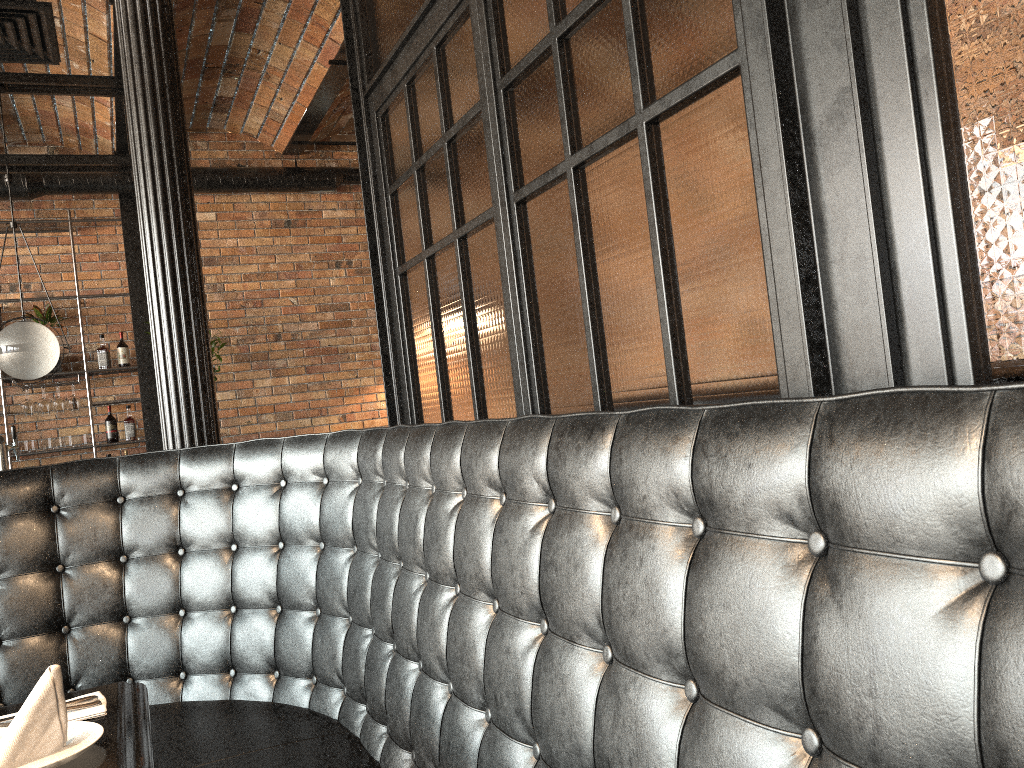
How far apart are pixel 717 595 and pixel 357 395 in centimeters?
680cm

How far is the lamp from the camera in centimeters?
497cm

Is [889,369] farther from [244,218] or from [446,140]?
[244,218]

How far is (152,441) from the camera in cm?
683

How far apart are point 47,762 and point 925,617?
1.3 meters

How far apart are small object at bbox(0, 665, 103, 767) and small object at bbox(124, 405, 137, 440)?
5.9 meters

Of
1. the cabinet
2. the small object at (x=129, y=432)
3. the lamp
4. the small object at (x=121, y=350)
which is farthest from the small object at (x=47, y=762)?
the small object at (x=121, y=350)

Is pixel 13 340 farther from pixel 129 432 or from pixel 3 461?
pixel 129 432

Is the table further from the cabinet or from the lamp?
the cabinet

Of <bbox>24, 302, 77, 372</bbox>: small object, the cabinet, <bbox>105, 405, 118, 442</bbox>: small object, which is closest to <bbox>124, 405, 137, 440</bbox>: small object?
<bbox>105, 405, 118, 442</bbox>: small object
